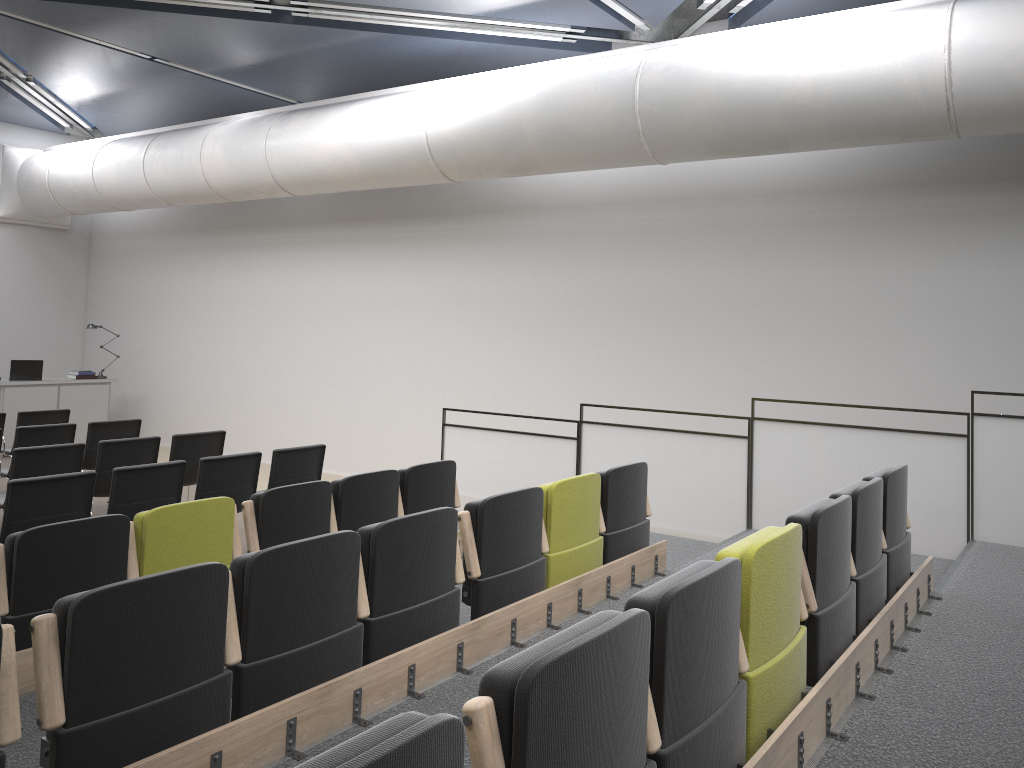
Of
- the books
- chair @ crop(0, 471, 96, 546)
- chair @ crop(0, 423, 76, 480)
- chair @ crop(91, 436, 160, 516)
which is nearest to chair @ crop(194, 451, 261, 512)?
chair @ crop(0, 471, 96, 546)

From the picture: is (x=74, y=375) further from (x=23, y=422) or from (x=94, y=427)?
(x=94, y=427)

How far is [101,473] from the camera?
7.2 meters

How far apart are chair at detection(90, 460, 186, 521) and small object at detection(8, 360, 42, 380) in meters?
7.2

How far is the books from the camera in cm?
1269

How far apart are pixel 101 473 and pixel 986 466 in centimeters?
668cm

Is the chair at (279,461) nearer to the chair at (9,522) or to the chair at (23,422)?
the chair at (9,522)

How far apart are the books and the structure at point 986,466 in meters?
7.0

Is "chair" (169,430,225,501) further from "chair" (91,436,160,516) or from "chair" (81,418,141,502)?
"chair" (81,418,141,502)

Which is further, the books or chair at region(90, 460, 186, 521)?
the books
